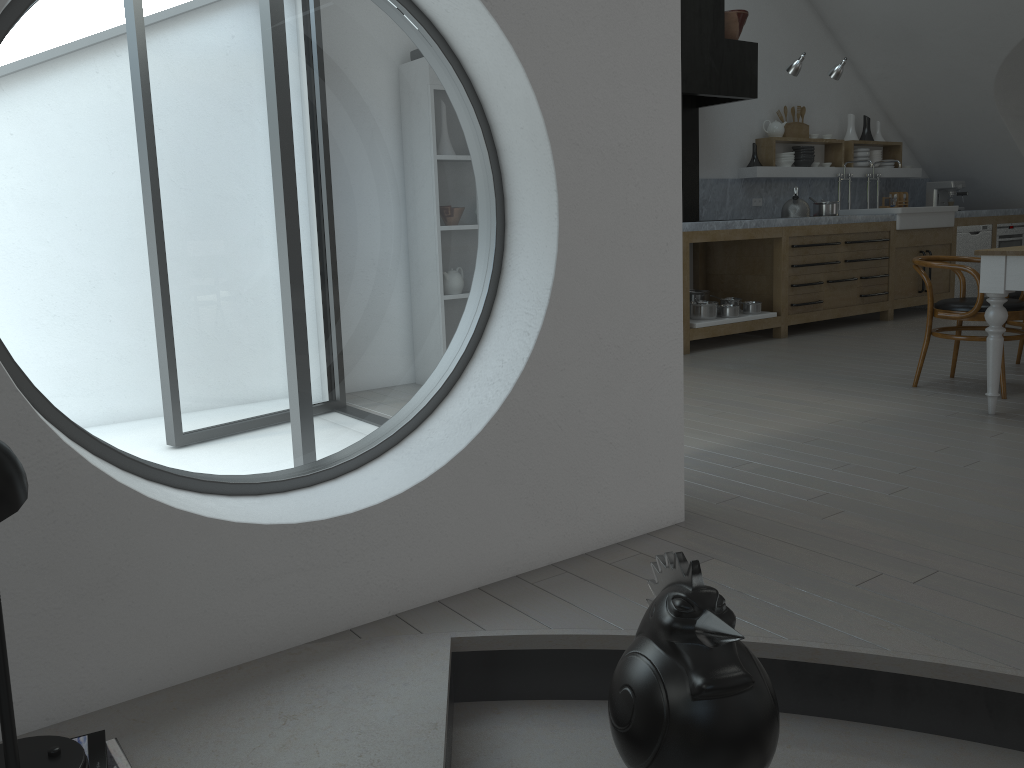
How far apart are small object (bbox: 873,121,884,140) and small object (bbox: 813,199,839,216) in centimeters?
188cm

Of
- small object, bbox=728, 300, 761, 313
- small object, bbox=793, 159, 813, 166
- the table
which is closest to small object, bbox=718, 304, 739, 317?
small object, bbox=728, 300, 761, 313

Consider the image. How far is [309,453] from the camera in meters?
19.4 m

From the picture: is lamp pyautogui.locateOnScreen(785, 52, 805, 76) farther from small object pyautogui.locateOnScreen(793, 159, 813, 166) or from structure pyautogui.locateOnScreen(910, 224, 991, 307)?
structure pyautogui.locateOnScreen(910, 224, 991, 307)

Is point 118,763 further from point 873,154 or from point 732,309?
point 873,154

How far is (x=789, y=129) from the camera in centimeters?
822cm

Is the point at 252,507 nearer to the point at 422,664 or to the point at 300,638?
the point at 300,638

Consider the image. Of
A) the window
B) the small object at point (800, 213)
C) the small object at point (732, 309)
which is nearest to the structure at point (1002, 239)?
the small object at point (800, 213)

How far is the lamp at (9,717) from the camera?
1.4m

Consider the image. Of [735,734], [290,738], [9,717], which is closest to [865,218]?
[735,734]
